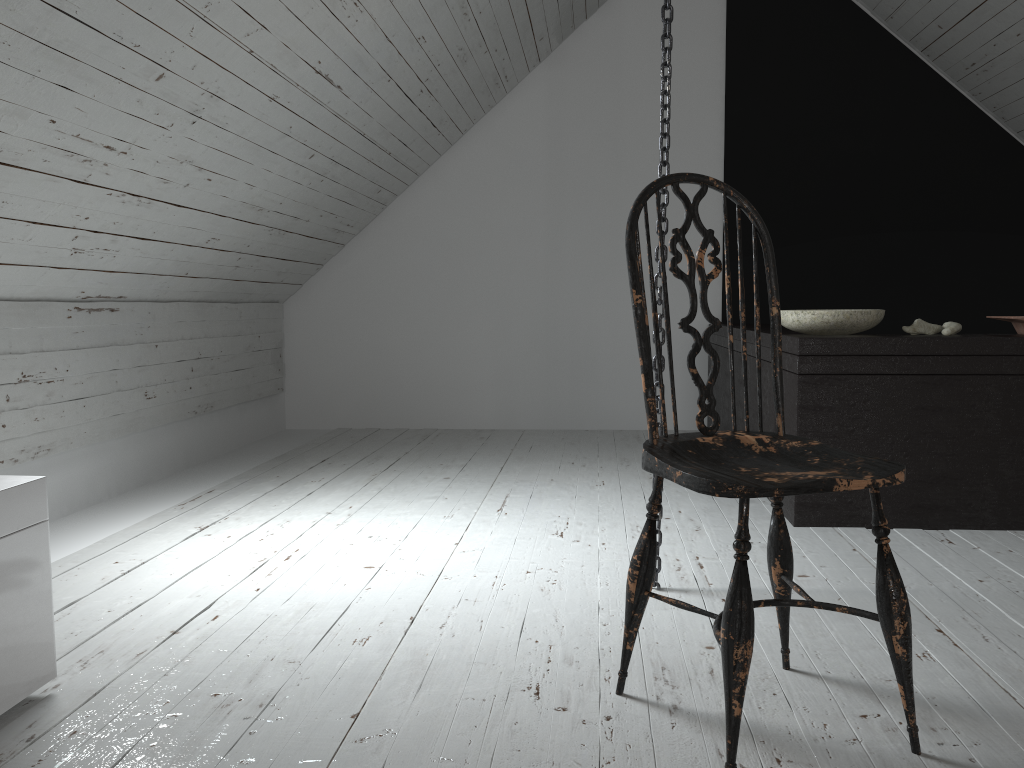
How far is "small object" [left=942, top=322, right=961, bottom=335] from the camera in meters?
2.8 m

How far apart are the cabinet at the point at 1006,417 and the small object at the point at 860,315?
0.0 meters

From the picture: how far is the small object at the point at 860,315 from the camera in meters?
2.7 m

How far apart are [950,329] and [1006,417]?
0.3m

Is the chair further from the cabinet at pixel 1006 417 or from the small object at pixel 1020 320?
the small object at pixel 1020 320

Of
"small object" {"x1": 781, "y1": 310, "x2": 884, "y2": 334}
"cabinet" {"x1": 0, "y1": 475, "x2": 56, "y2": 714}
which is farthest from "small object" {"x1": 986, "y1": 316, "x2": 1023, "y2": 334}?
"cabinet" {"x1": 0, "y1": 475, "x2": 56, "y2": 714}

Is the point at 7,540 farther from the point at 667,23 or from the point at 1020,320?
the point at 1020,320

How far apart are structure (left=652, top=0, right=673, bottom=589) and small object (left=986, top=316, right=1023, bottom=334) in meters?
1.3

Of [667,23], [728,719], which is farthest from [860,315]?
[728,719]

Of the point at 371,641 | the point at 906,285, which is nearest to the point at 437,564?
the point at 371,641
